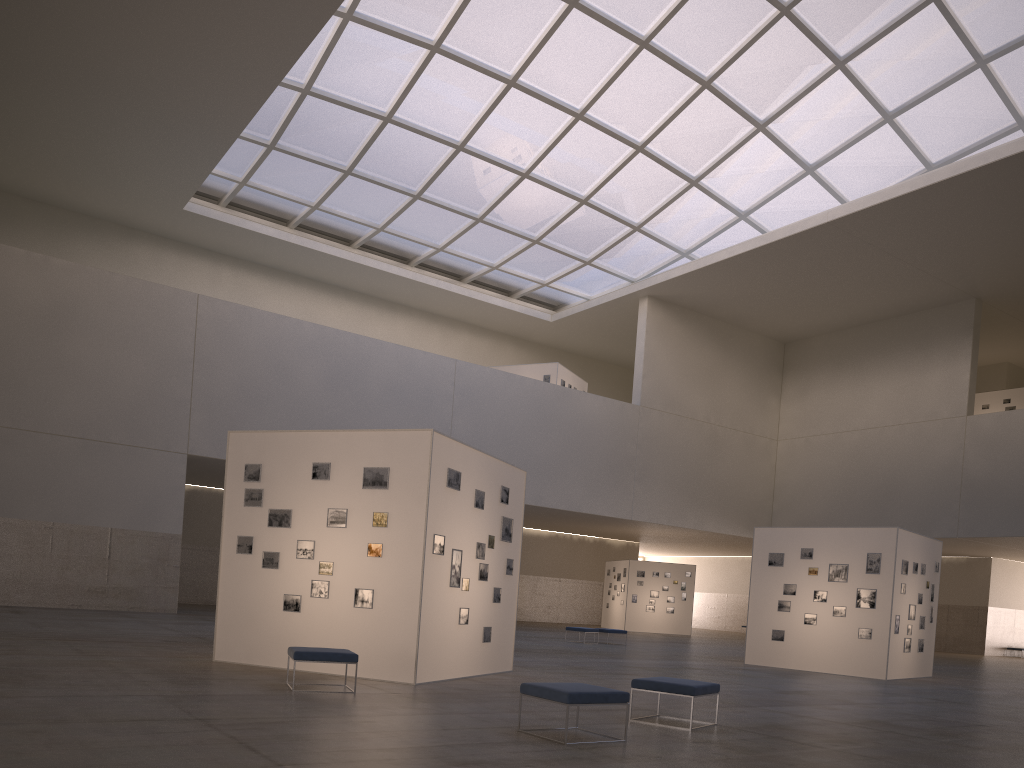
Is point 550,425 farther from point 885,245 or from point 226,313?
point 885,245

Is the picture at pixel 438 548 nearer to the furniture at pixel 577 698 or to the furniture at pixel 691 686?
the furniture at pixel 691 686

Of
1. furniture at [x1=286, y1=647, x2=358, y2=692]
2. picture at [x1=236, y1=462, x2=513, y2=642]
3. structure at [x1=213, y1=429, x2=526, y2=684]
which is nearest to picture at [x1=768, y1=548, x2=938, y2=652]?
structure at [x1=213, y1=429, x2=526, y2=684]

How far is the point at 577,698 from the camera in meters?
9.7 m

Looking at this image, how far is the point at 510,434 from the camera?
46.4 meters

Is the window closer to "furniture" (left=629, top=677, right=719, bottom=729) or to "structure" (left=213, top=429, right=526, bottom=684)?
"structure" (left=213, top=429, right=526, bottom=684)

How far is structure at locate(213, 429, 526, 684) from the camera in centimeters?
1524cm

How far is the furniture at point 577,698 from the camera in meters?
9.7

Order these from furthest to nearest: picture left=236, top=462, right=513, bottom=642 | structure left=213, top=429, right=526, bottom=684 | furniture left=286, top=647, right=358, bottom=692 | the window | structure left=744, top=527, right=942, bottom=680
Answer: the window < structure left=744, top=527, right=942, bottom=680 < picture left=236, top=462, right=513, bottom=642 < structure left=213, top=429, right=526, bottom=684 < furniture left=286, top=647, right=358, bottom=692

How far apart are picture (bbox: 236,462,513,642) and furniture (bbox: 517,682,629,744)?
5.4 meters
